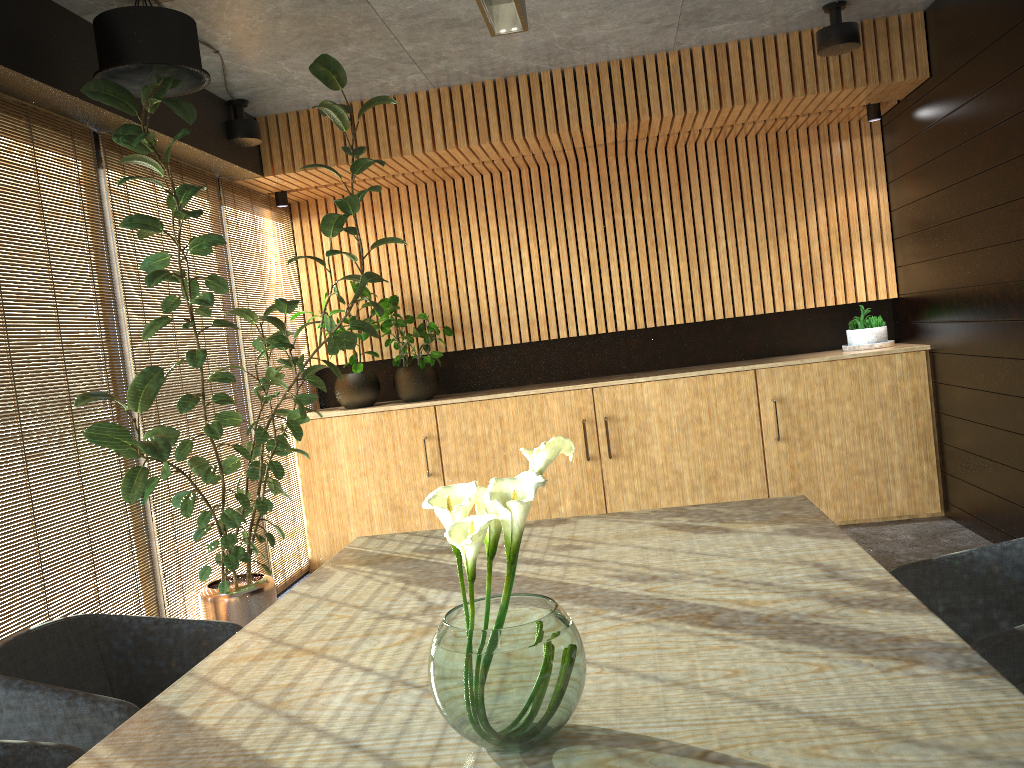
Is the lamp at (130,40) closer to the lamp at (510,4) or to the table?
the lamp at (510,4)

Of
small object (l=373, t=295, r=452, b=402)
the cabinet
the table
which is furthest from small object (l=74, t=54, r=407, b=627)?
the table

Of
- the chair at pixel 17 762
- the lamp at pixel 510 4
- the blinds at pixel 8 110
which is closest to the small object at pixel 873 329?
the lamp at pixel 510 4

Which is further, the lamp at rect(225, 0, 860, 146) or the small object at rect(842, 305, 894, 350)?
the small object at rect(842, 305, 894, 350)

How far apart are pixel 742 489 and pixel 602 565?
4.2 meters

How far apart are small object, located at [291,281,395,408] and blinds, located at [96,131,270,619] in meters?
1.2

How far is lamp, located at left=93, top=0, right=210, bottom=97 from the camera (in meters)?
3.91

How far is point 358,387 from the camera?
7.1m

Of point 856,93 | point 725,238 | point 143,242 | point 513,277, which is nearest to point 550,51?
point 856,93

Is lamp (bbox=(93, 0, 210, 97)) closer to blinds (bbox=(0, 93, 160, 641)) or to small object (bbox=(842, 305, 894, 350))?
blinds (bbox=(0, 93, 160, 641))
